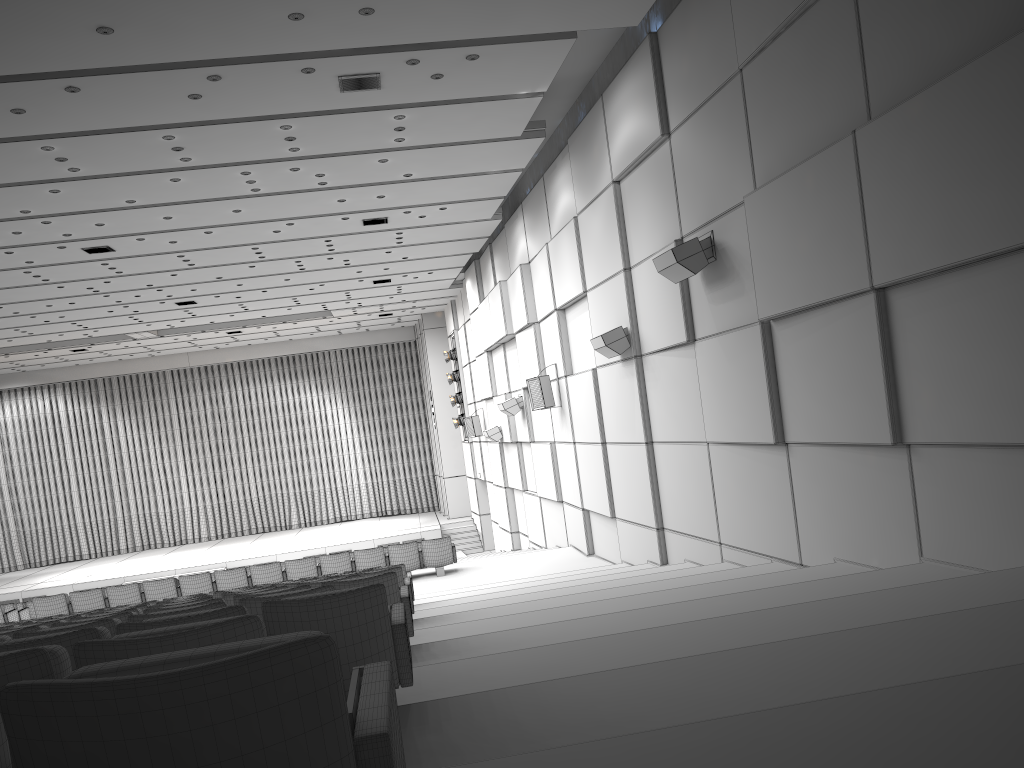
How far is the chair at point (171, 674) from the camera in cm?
123

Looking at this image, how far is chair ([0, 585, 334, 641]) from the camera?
4.38m

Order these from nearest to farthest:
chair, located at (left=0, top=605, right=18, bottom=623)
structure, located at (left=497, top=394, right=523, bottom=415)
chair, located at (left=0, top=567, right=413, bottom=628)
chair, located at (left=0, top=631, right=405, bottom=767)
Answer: chair, located at (left=0, top=631, right=405, bottom=767) → chair, located at (left=0, top=567, right=413, bottom=628) → chair, located at (left=0, top=605, right=18, bottom=623) → structure, located at (left=497, top=394, right=523, bottom=415)

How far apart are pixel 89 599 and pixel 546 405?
7.8 meters

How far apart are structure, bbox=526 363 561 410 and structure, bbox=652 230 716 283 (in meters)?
5.89

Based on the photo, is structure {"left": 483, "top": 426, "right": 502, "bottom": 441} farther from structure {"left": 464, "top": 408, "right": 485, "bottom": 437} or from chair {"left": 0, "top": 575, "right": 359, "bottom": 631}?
chair {"left": 0, "top": 575, "right": 359, "bottom": 631}

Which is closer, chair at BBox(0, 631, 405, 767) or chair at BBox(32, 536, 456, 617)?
chair at BBox(0, 631, 405, 767)

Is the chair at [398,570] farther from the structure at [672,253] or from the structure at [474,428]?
the structure at [474,428]

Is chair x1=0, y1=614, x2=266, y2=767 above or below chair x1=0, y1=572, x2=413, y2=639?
above

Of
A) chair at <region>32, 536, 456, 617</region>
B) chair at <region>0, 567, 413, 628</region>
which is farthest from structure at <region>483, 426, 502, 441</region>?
chair at <region>0, 567, 413, 628</region>
